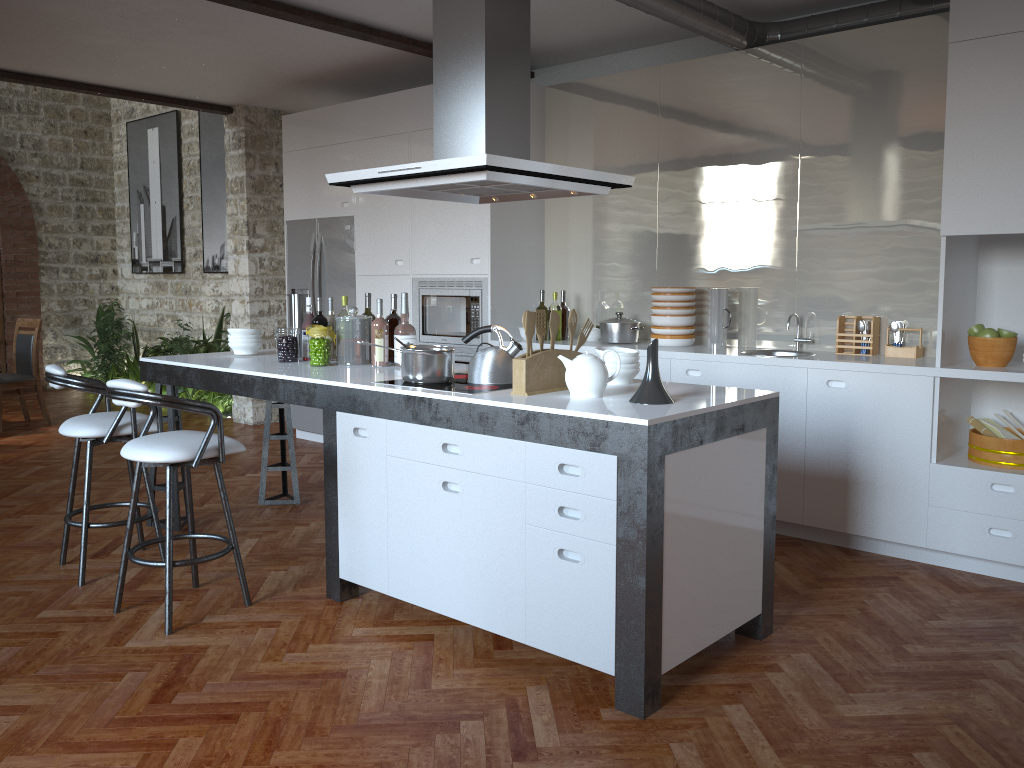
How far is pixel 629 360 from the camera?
3.51m

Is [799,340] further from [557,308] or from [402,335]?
[402,335]

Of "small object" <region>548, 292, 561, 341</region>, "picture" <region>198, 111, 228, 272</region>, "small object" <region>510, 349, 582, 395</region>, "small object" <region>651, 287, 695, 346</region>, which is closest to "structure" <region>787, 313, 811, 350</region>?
"small object" <region>651, 287, 695, 346</region>

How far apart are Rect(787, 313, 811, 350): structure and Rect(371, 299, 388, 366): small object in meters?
2.4

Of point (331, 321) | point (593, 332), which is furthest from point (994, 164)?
point (331, 321)

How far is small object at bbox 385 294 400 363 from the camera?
4.40m

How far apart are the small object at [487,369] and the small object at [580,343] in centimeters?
27cm

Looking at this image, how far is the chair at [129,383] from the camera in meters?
3.3 m

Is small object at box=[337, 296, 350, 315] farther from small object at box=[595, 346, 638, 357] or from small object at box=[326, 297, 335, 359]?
small object at box=[595, 346, 638, 357]

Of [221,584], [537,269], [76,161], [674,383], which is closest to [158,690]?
[221,584]
